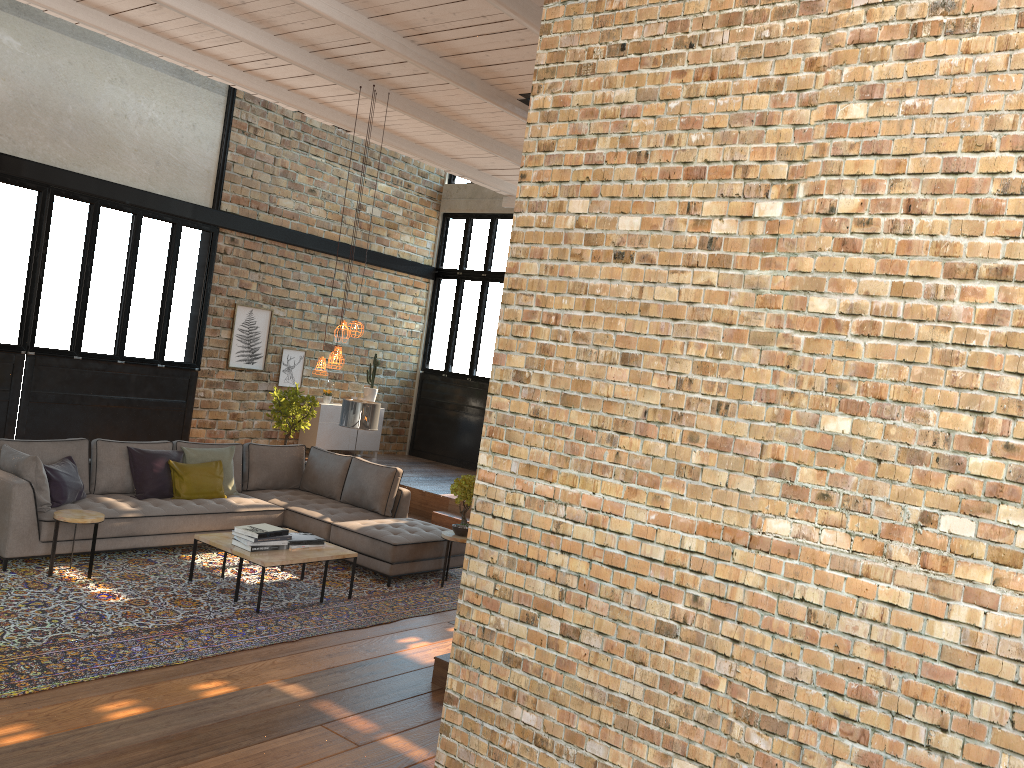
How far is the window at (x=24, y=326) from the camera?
9.8 meters

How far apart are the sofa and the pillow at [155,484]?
0.07m

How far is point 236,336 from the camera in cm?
1205

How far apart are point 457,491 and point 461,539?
0.4m

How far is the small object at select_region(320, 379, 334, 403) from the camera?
13.13m

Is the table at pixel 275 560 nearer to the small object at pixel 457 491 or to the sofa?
the sofa

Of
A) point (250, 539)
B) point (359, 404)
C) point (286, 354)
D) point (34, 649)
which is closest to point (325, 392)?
point (286, 354)

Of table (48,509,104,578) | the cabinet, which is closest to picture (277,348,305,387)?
the cabinet

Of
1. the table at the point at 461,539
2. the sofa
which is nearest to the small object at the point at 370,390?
the sofa

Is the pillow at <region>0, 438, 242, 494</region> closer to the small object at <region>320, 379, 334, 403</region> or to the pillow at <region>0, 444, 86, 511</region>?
the pillow at <region>0, 444, 86, 511</region>
